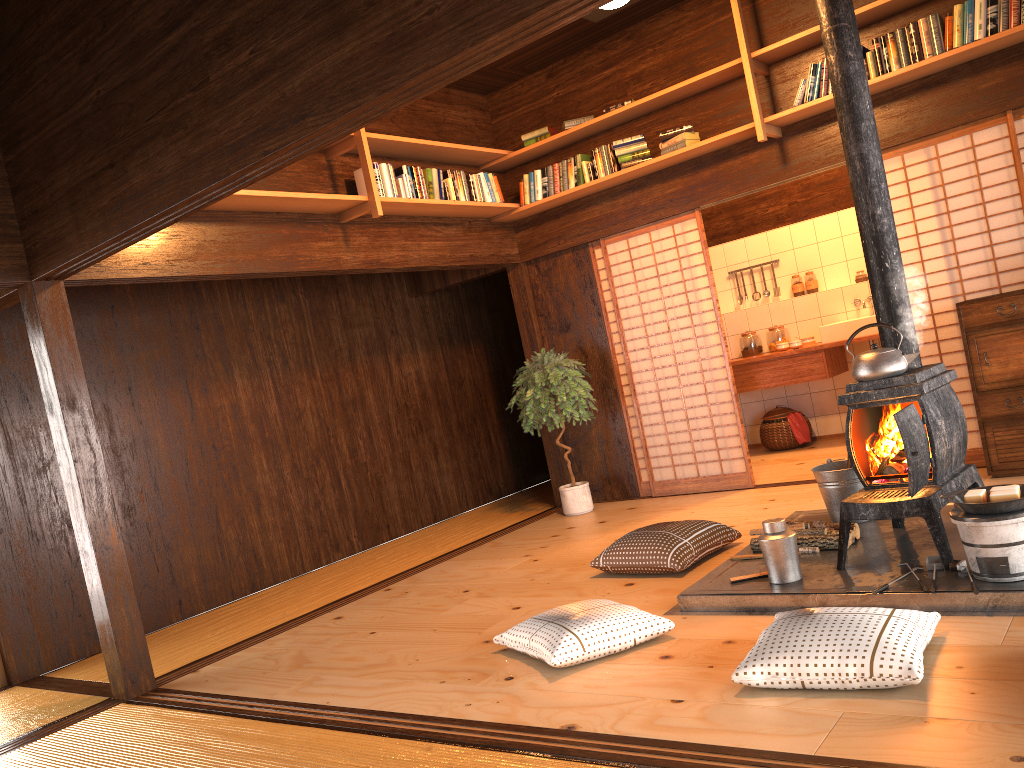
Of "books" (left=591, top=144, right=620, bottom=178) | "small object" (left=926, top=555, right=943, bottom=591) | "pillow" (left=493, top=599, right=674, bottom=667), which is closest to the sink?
"books" (left=591, top=144, right=620, bottom=178)

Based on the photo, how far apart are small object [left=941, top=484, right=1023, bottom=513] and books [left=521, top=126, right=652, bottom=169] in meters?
3.6 m

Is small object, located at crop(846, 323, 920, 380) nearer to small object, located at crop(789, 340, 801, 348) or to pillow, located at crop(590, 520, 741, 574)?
pillow, located at crop(590, 520, 741, 574)

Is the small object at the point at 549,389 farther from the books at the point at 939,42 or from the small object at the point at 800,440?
the books at the point at 939,42

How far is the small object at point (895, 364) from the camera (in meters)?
3.71

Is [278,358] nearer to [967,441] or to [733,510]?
[733,510]

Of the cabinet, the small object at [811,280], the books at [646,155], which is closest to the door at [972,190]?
the cabinet

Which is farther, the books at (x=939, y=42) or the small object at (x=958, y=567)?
the books at (x=939, y=42)

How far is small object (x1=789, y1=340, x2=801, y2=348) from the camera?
7.6 meters

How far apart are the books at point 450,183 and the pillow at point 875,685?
4.0m
